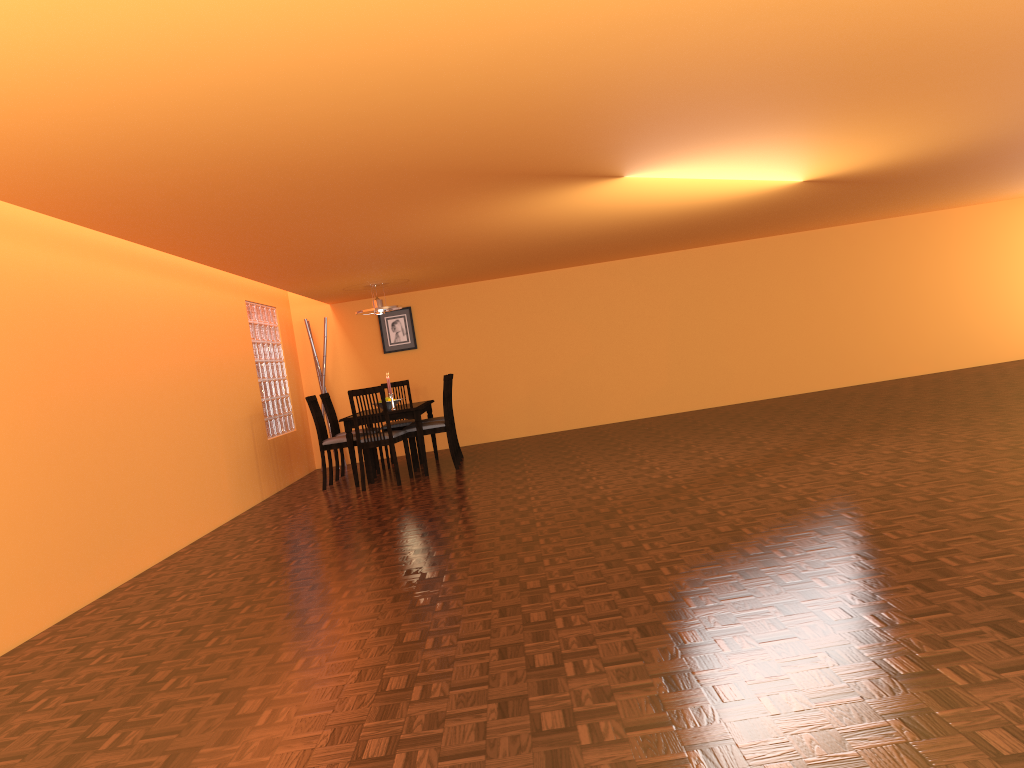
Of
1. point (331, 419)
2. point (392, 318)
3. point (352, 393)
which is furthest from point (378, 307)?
point (392, 318)

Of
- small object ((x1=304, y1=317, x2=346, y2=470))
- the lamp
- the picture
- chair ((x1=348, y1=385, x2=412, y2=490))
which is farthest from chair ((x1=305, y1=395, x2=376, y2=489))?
the picture

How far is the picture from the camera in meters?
9.4 m

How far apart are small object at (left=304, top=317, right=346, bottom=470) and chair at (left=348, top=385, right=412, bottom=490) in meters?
2.2

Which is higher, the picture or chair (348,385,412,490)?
the picture

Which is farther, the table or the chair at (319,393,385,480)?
the chair at (319,393,385,480)

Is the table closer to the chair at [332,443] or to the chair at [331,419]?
the chair at [332,443]

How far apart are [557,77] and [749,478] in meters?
2.8

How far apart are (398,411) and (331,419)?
1.06m

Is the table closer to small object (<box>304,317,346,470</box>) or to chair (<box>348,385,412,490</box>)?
chair (<box>348,385,412,490</box>)
